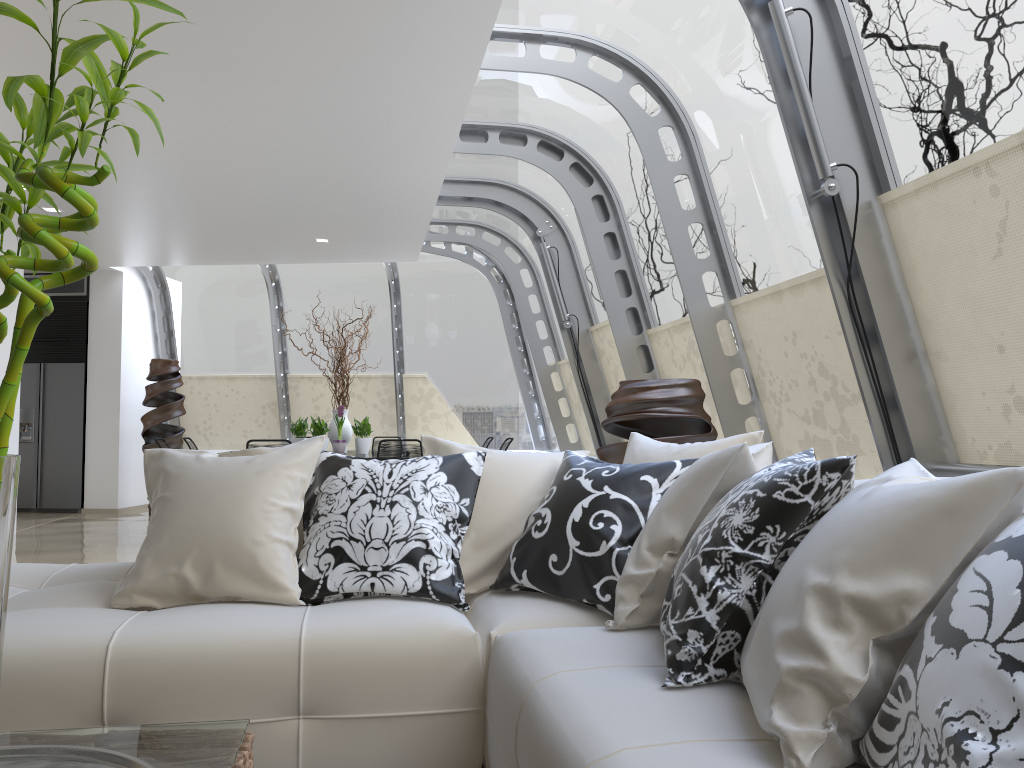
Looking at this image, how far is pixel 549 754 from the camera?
1.55m

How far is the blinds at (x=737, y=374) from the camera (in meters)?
5.34

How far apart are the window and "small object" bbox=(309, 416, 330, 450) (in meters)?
2.38

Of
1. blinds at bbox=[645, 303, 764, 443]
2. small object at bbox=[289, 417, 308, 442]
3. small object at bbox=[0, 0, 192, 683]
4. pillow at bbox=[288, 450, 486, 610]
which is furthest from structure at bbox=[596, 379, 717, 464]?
small object at bbox=[289, 417, 308, 442]

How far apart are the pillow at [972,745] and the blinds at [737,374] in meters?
4.1

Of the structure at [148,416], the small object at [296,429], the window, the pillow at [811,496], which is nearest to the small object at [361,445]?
the small object at [296,429]

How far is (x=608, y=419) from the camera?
4.4m

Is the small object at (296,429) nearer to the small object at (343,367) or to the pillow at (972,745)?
the small object at (343,367)

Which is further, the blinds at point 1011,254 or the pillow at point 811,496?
the blinds at point 1011,254

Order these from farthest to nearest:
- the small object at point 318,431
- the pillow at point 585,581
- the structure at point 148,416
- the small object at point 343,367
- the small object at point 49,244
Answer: the structure at point 148,416 → the small object at point 343,367 → the small object at point 318,431 → the pillow at point 585,581 → the small object at point 49,244
